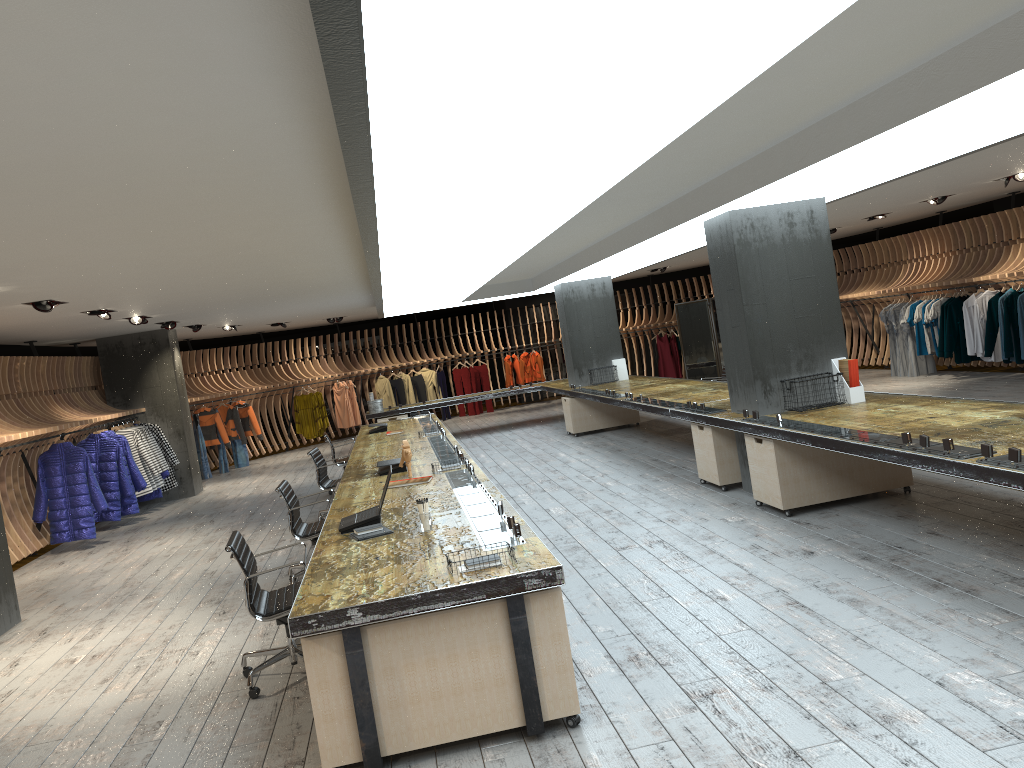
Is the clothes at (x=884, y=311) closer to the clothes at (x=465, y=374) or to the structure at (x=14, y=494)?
the structure at (x=14, y=494)

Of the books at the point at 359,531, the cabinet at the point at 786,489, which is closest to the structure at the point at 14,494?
the books at the point at 359,531

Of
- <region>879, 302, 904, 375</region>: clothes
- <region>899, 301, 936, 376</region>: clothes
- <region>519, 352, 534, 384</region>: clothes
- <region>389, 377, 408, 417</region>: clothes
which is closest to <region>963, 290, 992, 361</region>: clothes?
<region>899, 301, 936, 376</region>: clothes

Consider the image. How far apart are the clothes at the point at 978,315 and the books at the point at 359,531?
11.45m

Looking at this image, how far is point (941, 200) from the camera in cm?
1256

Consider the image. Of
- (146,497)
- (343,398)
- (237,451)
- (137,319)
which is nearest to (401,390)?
(343,398)

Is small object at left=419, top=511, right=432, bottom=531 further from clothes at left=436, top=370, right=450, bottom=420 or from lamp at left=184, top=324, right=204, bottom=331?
clothes at left=436, top=370, right=450, bottom=420

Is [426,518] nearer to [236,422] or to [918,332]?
[918,332]

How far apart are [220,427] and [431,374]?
5.9m

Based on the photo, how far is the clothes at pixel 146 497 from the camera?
13.9m
